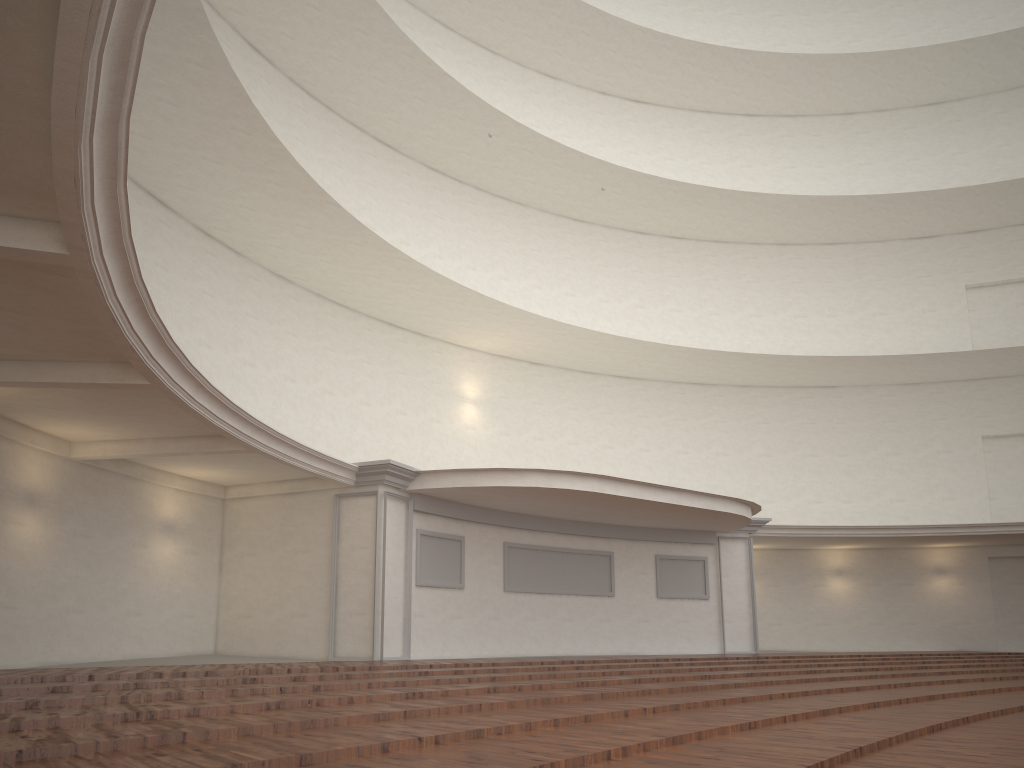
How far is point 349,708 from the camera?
6.56m

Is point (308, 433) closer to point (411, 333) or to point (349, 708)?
point (411, 333)
